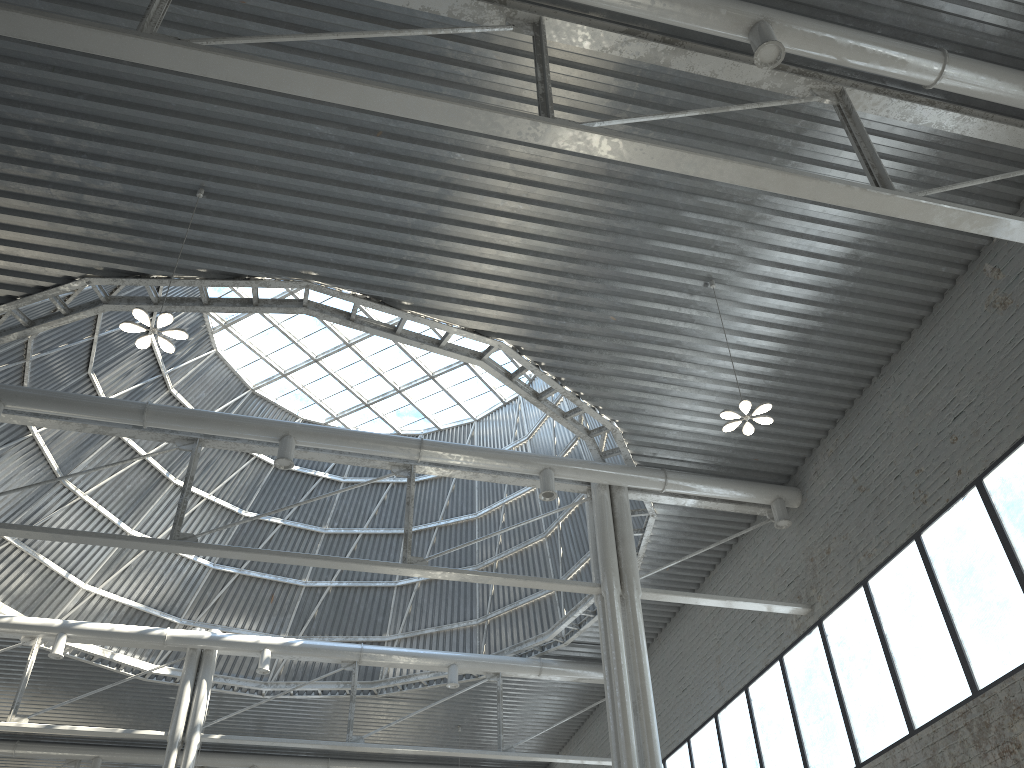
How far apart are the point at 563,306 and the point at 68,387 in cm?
1958
